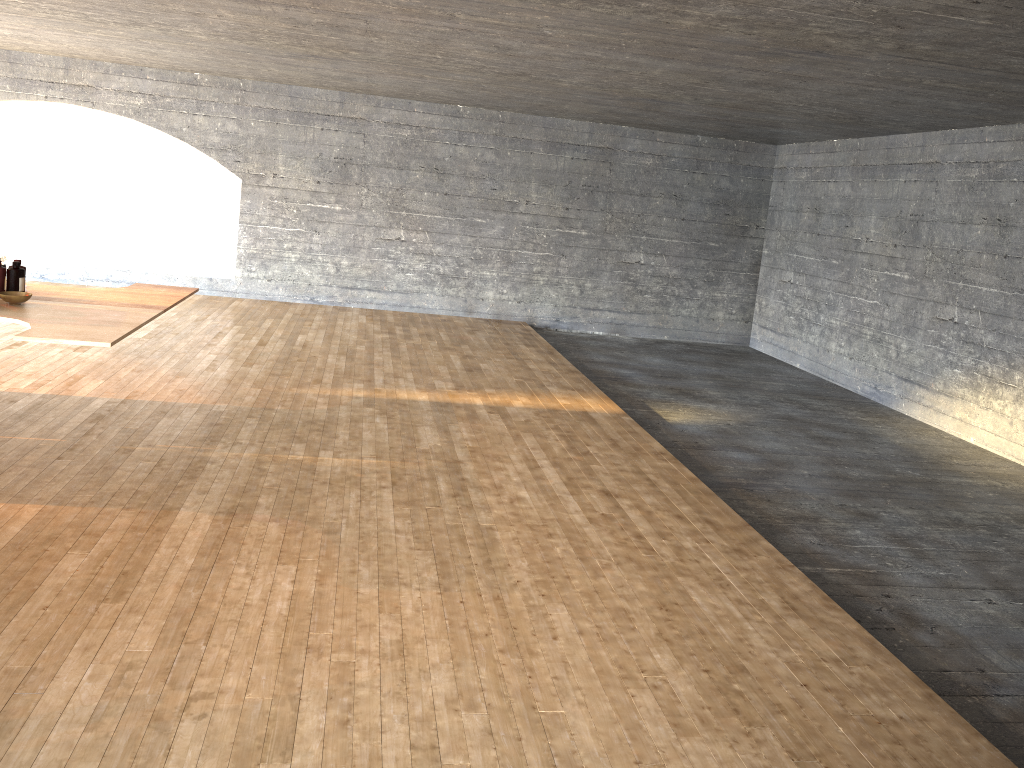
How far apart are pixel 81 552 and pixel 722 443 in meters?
4.4 m

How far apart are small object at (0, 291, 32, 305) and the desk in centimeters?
3cm

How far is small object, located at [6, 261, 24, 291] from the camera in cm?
440

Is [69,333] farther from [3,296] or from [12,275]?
[12,275]

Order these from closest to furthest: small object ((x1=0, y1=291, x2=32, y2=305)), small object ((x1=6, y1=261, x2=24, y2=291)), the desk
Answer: the desk < small object ((x1=0, y1=291, x2=32, y2=305)) < small object ((x1=6, y1=261, x2=24, y2=291))

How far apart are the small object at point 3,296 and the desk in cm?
3

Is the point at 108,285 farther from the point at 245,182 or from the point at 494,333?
the point at 494,333

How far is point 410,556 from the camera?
3.73m

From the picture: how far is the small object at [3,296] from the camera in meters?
4.2

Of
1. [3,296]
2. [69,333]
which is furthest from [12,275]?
[69,333]
